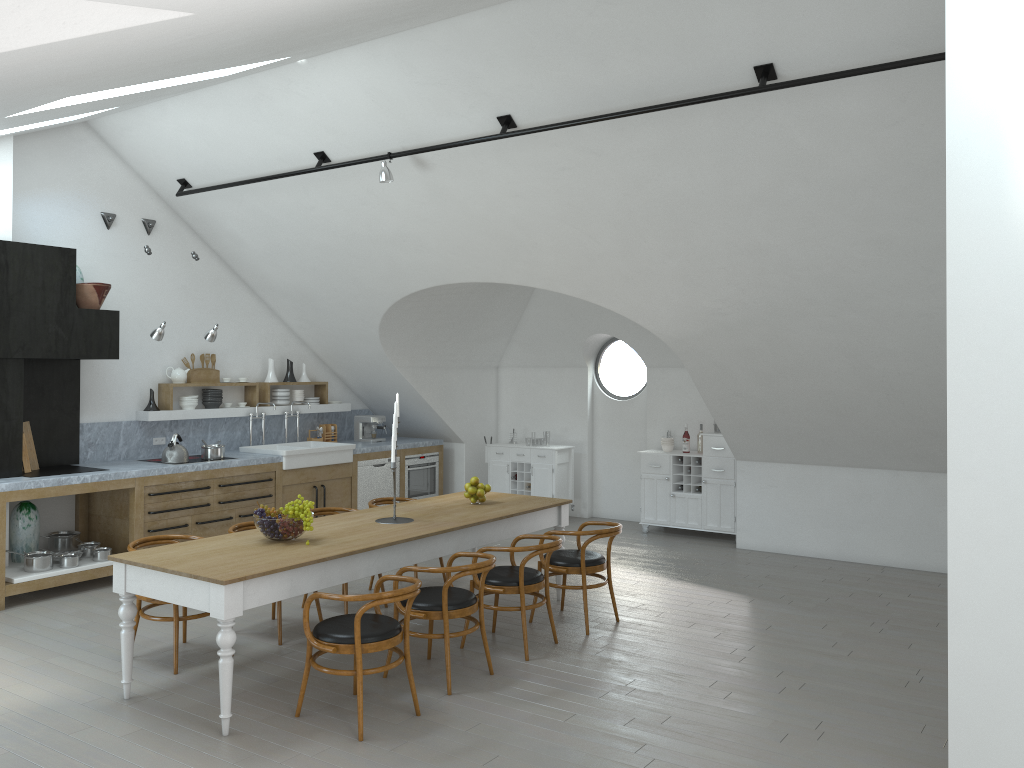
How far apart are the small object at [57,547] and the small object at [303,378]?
3.1m

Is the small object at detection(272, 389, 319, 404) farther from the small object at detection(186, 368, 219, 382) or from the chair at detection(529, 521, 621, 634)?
the chair at detection(529, 521, 621, 634)

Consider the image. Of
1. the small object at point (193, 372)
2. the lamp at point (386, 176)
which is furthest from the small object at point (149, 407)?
the lamp at point (386, 176)

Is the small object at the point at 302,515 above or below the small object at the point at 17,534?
above

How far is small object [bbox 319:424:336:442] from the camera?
10.5m

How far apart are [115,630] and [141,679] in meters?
1.1 m

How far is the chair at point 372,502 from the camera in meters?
7.5 m

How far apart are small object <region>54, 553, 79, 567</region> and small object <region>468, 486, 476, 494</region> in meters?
3.4 m

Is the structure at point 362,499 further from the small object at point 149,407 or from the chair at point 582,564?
the chair at point 582,564

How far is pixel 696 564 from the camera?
8.45m
